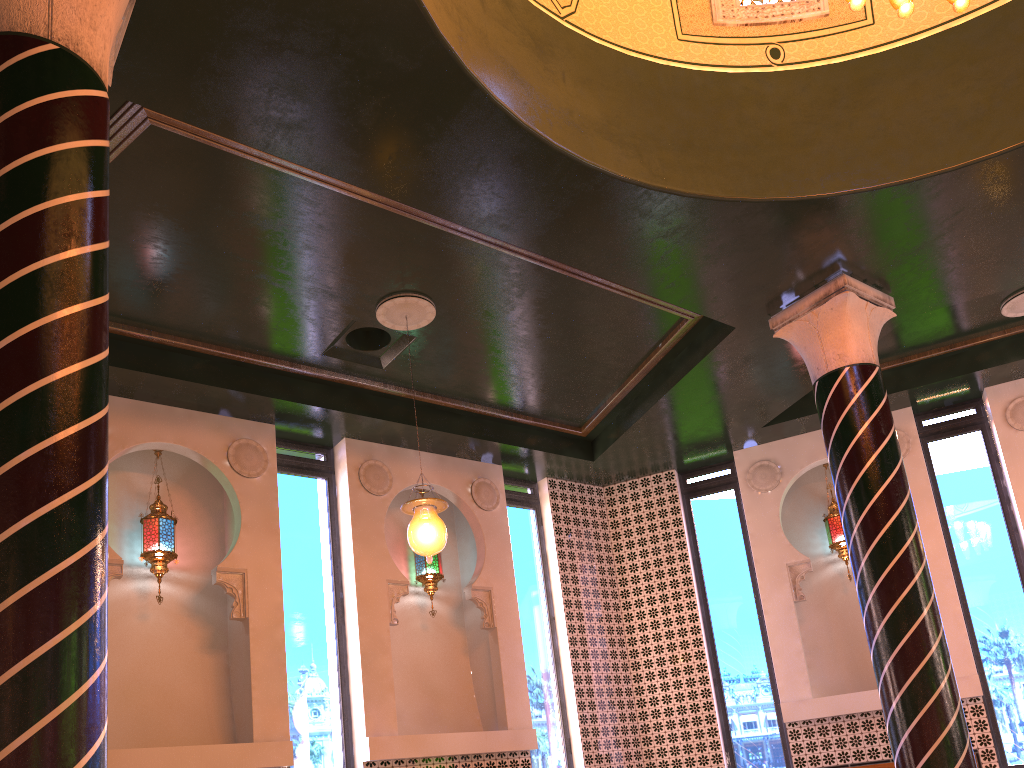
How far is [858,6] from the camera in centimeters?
487cm

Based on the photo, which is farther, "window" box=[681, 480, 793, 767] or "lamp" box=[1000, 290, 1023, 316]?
"window" box=[681, 480, 793, 767]

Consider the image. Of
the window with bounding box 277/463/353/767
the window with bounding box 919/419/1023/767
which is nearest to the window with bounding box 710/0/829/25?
the window with bounding box 919/419/1023/767

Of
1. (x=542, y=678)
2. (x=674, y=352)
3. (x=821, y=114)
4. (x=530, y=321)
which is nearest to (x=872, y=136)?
(x=821, y=114)

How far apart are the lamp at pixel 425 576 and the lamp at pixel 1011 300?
6.5 meters

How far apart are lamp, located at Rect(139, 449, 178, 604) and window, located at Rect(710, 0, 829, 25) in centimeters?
637cm

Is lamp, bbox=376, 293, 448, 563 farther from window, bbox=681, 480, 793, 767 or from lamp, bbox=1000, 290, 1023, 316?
lamp, bbox=1000, 290, 1023, 316

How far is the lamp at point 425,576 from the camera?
9.5m

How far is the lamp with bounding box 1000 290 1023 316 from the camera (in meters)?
8.76

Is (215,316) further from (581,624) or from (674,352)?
(581,624)
